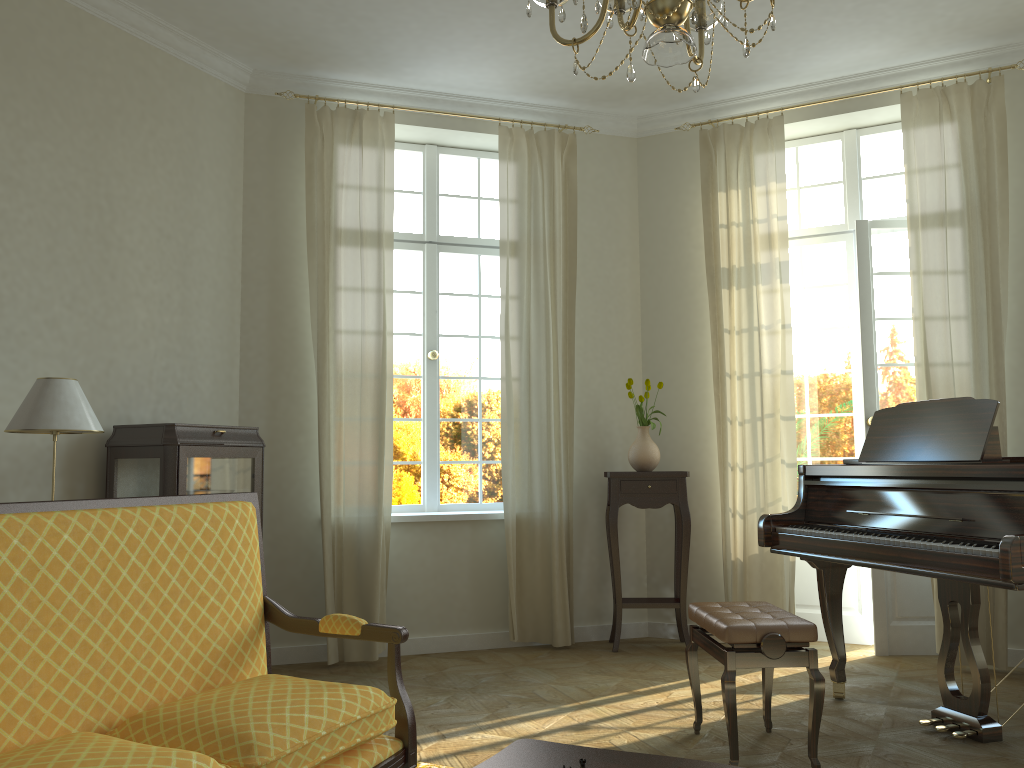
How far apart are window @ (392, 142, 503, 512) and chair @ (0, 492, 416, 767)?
3.08m

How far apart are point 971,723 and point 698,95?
4.04m

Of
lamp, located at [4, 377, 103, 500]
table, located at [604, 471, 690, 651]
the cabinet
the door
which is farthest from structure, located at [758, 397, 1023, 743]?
lamp, located at [4, 377, 103, 500]

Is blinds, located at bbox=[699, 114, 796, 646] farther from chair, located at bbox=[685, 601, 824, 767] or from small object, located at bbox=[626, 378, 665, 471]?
chair, located at bbox=[685, 601, 824, 767]

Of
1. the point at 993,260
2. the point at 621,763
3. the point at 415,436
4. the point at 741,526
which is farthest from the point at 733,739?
the point at 993,260

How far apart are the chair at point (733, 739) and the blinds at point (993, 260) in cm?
177

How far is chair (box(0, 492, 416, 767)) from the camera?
2.01m

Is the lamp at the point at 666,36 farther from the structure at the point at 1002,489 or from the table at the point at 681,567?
the table at the point at 681,567

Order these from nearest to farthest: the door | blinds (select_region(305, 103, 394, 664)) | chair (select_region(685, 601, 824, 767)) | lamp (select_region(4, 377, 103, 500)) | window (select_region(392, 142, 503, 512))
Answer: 1. chair (select_region(685, 601, 824, 767))
2. lamp (select_region(4, 377, 103, 500))
3. blinds (select_region(305, 103, 394, 664))
4. the door
5. window (select_region(392, 142, 503, 512))

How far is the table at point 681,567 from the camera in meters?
5.6 m
